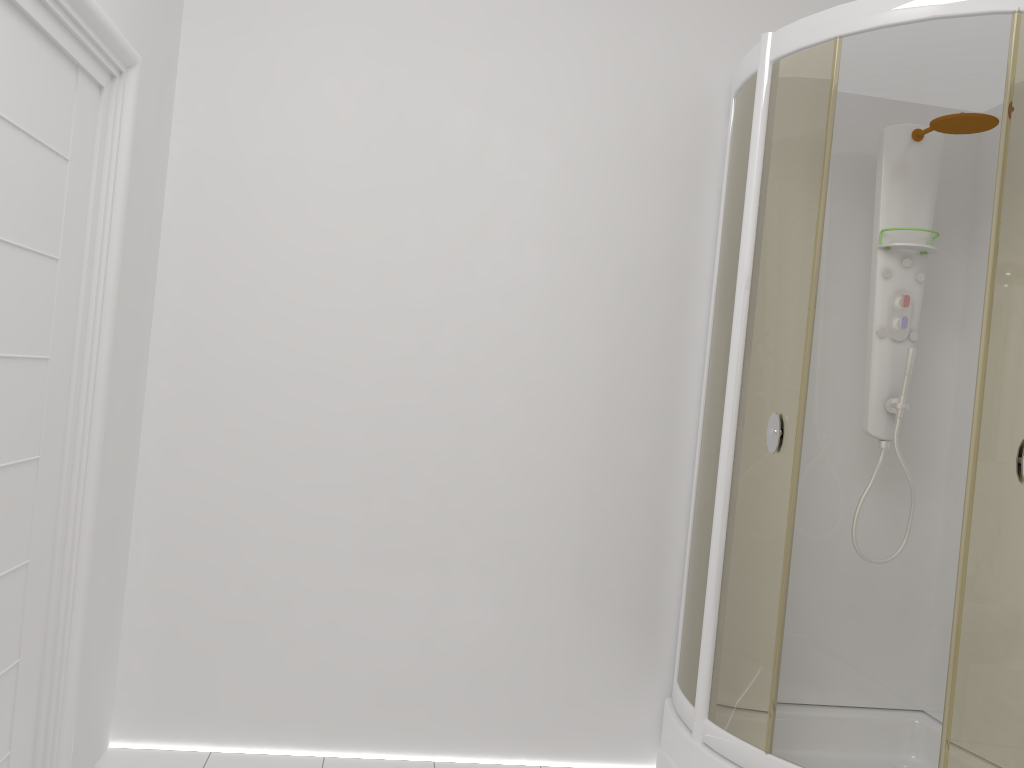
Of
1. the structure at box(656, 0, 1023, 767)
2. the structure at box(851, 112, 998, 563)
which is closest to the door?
the structure at box(656, 0, 1023, 767)

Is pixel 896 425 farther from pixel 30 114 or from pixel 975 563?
pixel 30 114

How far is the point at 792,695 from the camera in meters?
2.9 m

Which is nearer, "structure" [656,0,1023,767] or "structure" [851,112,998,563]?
"structure" [656,0,1023,767]

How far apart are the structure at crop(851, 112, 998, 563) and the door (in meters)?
2.09

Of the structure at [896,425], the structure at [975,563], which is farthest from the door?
the structure at [896,425]

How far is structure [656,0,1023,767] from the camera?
2.0m

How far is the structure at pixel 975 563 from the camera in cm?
203

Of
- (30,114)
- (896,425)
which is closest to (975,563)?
(896,425)

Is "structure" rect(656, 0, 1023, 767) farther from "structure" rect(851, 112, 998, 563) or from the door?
the door
